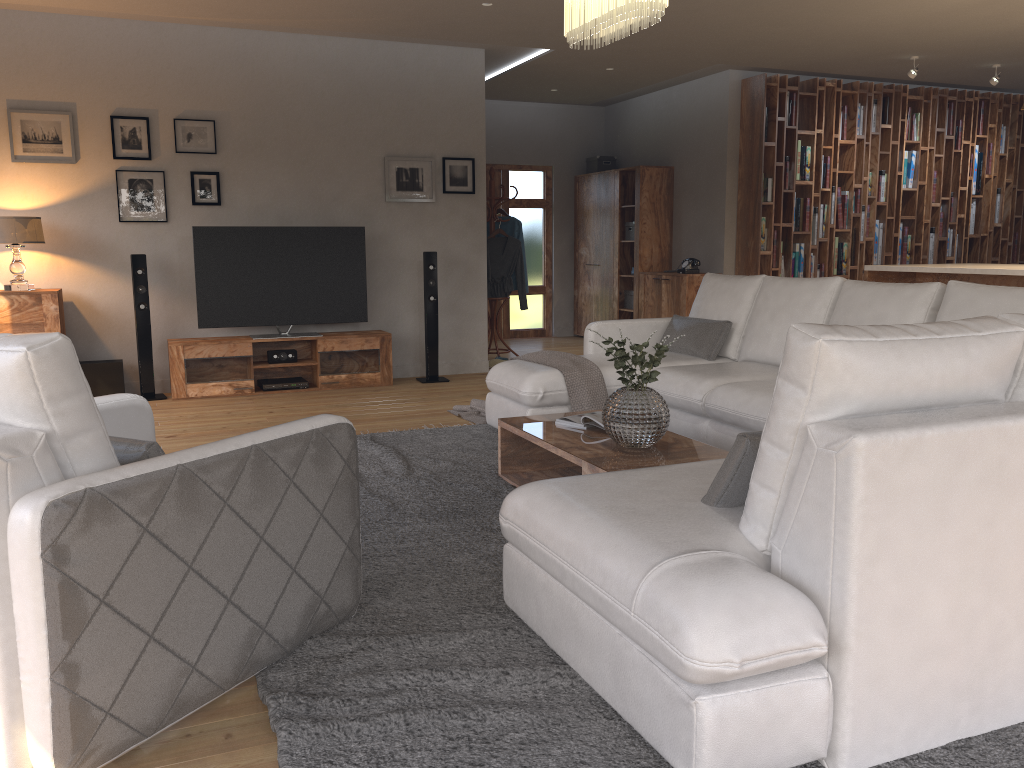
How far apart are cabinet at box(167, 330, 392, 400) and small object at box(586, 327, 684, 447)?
3.7 meters

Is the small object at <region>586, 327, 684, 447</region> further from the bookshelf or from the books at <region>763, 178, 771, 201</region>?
the books at <region>763, 178, 771, 201</region>

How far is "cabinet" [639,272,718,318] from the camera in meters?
8.8

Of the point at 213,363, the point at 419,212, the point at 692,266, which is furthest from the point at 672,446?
the point at 692,266

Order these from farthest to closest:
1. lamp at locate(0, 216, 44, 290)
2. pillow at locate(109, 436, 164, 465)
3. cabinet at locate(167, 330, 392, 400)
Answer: cabinet at locate(167, 330, 392, 400)
lamp at locate(0, 216, 44, 290)
pillow at locate(109, 436, 164, 465)

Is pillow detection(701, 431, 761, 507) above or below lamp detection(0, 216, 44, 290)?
below

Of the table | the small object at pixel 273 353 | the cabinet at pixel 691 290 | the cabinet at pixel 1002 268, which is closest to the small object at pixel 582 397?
the table

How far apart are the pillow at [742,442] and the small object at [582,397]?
2.5 meters

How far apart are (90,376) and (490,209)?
3.9 meters

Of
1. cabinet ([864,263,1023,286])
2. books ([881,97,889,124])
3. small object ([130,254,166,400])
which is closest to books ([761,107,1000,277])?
books ([881,97,889,124])
